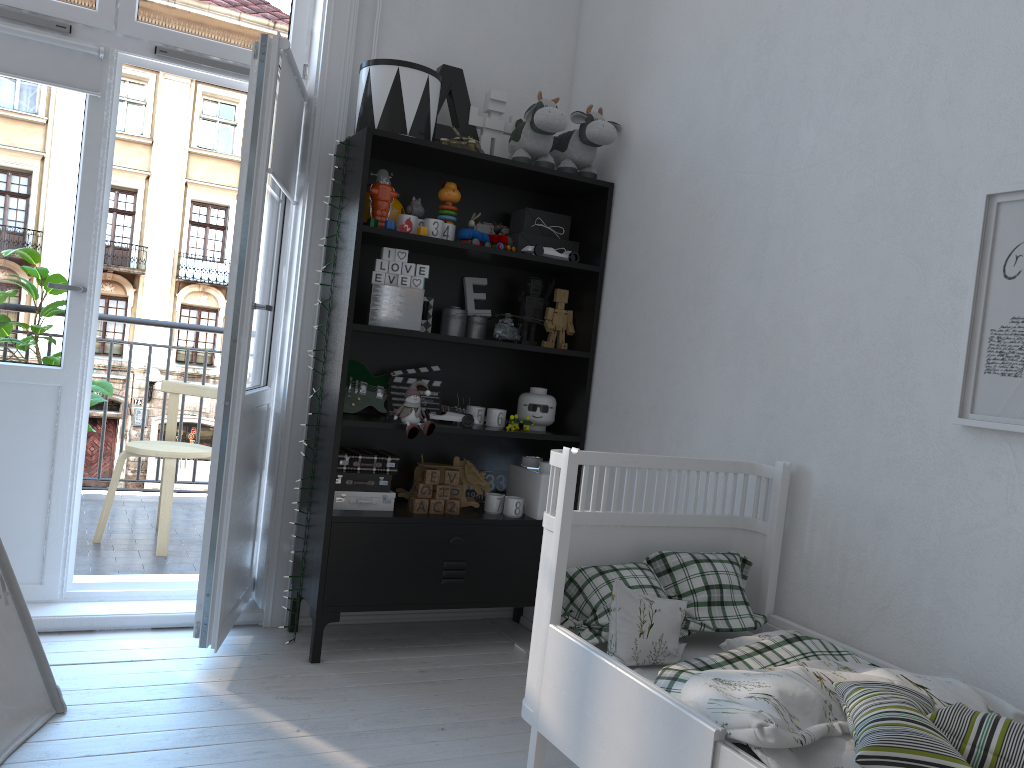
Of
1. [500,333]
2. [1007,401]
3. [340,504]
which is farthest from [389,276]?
[1007,401]

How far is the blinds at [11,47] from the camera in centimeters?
273cm

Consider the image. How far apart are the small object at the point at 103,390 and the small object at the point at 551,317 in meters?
1.8 m

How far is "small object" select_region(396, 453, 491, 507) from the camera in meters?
3.2 m

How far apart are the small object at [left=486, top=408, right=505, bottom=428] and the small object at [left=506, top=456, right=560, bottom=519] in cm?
21

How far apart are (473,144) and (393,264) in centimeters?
48cm

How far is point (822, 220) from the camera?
2.3 meters

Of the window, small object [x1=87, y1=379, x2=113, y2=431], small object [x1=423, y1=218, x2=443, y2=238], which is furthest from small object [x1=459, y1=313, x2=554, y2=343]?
small object [x1=87, y1=379, x2=113, y2=431]

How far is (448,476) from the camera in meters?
3.0 m

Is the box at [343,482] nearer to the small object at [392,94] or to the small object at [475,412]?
the small object at [475,412]
